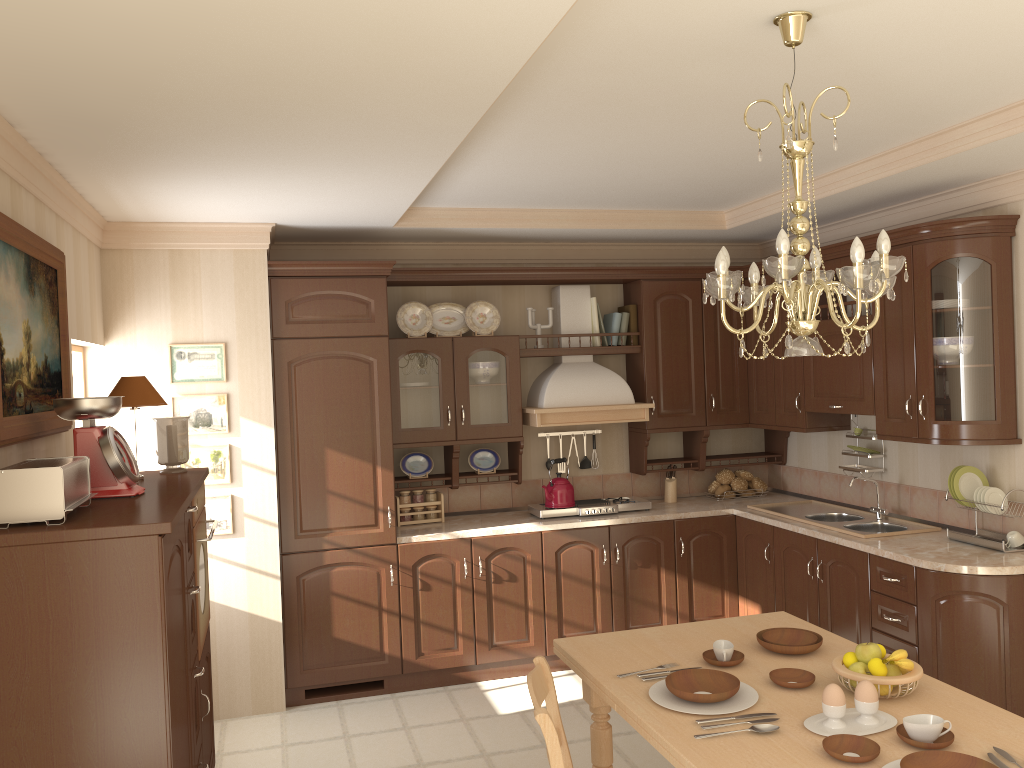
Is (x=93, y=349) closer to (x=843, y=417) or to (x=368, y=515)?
(x=368, y=515)

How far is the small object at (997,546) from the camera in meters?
3.9 m

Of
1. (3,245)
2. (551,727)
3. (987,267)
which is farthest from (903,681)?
(3,245)

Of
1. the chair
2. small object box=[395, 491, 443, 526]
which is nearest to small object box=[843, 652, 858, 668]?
the chair

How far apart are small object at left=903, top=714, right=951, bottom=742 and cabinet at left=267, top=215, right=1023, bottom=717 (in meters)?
1.72

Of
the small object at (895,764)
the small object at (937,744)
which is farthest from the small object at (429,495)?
the small object at (895,764)

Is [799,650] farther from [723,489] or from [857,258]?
[723,489]

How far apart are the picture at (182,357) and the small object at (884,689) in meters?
3.2

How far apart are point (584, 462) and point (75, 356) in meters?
3.0 m

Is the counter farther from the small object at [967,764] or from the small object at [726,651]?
the small object at [967,764]
